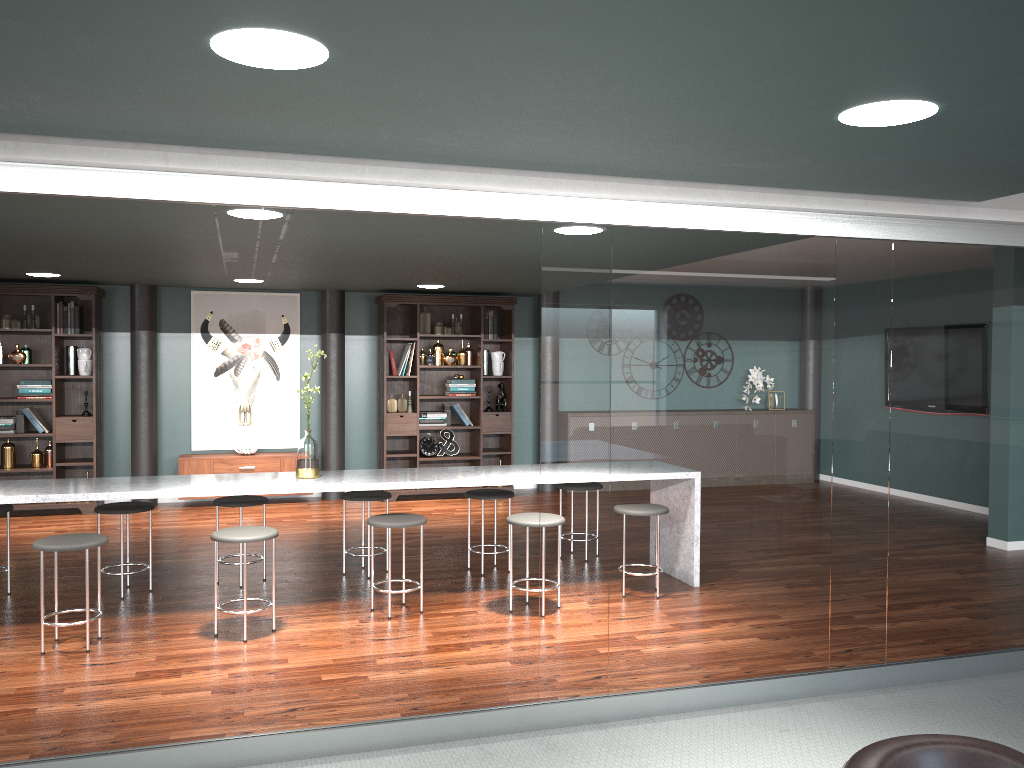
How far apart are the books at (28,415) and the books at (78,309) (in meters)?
0.82

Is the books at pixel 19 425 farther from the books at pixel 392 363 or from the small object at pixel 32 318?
the books at pixel 392 363

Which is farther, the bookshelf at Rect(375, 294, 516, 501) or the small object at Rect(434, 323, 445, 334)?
the small object at Rect(434, 323, 445, 334)

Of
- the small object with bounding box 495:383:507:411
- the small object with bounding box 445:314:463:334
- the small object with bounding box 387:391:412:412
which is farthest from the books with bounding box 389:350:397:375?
the small object with bounding box 495:383:507:411

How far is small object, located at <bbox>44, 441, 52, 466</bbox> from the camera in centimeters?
779cm

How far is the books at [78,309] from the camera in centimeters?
775cm

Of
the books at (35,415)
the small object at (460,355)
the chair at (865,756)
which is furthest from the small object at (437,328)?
the chair at (865,756)

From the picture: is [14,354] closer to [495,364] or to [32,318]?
[32,318]

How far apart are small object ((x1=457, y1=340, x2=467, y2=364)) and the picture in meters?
1.6

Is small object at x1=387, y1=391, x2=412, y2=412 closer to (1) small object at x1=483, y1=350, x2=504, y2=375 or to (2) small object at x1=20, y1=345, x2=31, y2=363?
(1) small object at x1=483, y1=350, x2=504, y2=375
